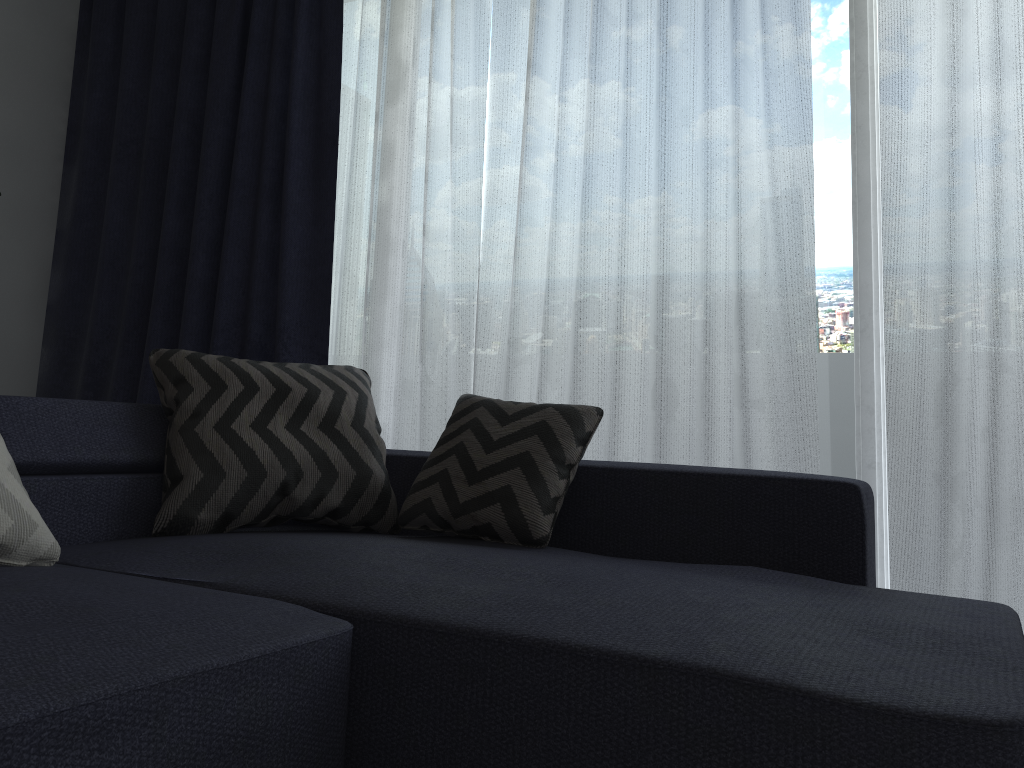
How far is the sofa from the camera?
0.99m

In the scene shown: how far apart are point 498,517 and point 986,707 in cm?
111

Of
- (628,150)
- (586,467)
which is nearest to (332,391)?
(586,467)

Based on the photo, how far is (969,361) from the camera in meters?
2.3

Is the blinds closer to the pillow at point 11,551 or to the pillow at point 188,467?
the pillow at point 188,467

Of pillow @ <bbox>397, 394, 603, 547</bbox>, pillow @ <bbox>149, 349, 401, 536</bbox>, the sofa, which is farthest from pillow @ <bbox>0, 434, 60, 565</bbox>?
pillow @ <bbox>397, 394, 603, 547</bbox>

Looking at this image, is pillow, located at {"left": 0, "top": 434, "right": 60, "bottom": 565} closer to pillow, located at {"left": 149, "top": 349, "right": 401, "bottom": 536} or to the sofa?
the sofa

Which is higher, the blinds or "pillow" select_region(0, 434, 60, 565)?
the blinds

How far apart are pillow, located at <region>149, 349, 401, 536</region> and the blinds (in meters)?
0.60

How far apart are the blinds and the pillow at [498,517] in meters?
0.6
